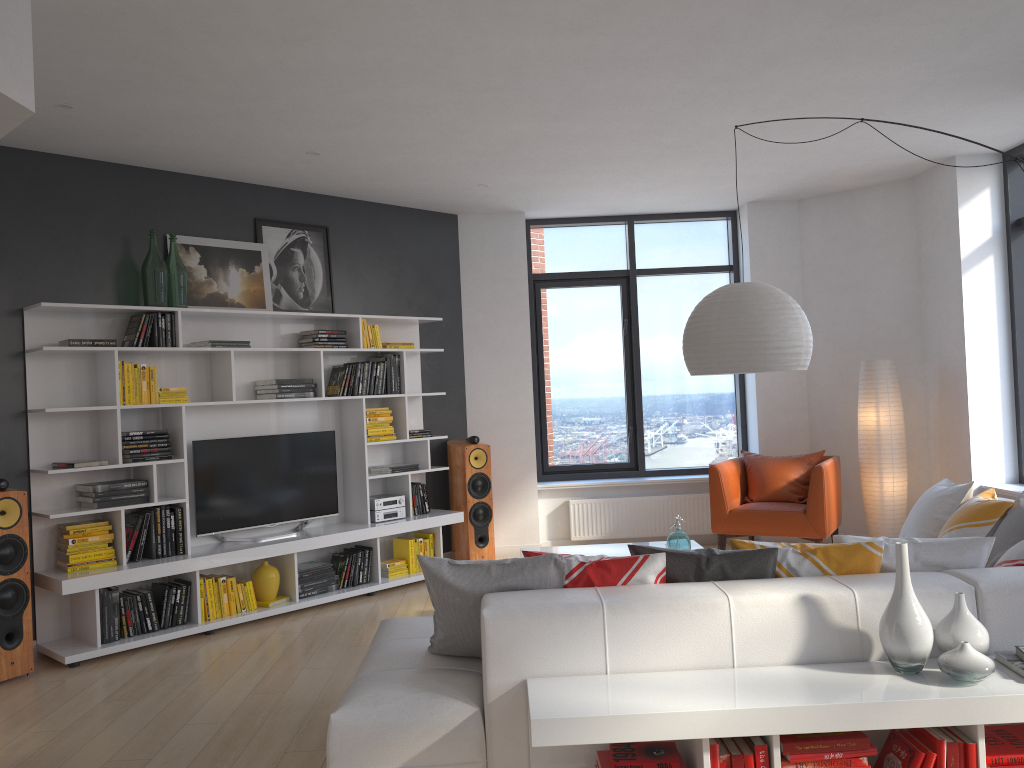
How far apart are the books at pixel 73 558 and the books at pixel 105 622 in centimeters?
21cm

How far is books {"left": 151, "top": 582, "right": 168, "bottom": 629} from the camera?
5.40m

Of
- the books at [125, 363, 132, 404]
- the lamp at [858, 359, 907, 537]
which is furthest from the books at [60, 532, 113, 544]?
the lamp at [858, 359, 907, 537]

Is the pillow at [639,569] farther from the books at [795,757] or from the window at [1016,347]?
the window at [1016,347]

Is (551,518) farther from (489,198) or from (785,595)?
(785,595)

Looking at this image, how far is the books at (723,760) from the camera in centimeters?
259cm

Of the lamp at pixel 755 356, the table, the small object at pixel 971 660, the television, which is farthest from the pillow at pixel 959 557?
the television

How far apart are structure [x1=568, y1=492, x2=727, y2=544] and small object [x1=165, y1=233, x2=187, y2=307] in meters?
3.7

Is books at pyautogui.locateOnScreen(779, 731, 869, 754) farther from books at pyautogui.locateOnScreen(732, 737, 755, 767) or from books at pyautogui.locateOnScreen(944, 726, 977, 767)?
books at pyautogui.locateOnScreen(944, 726, 977, 767)

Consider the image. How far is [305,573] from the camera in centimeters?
612cm
